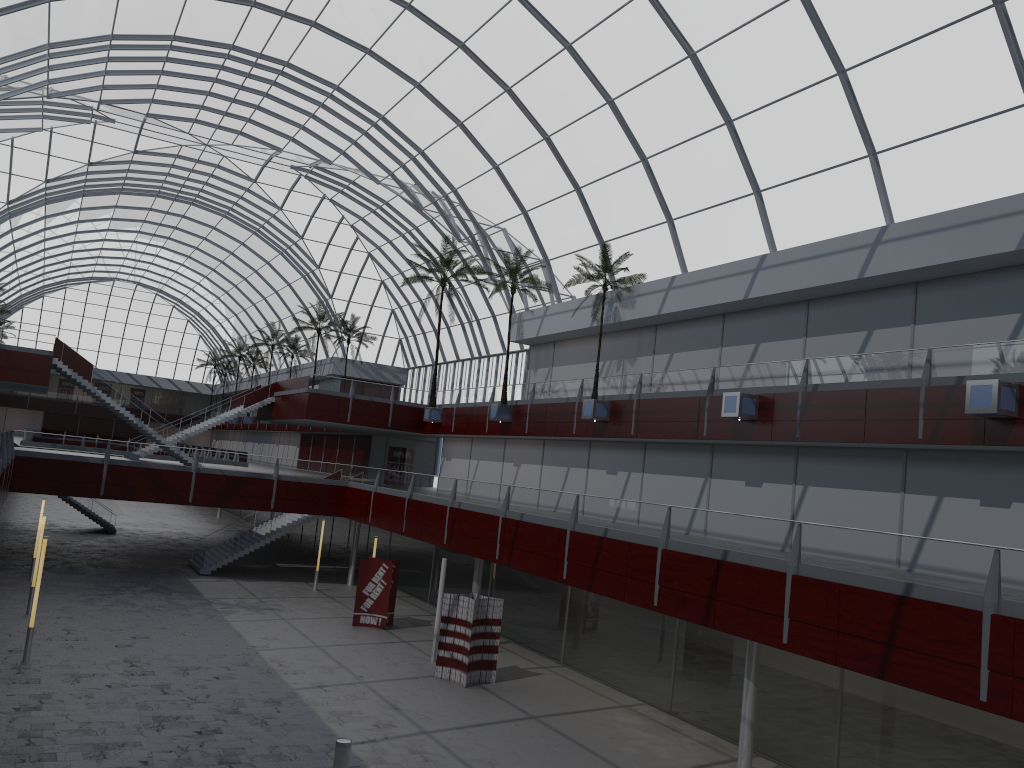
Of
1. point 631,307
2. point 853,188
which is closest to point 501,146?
point 631,307
